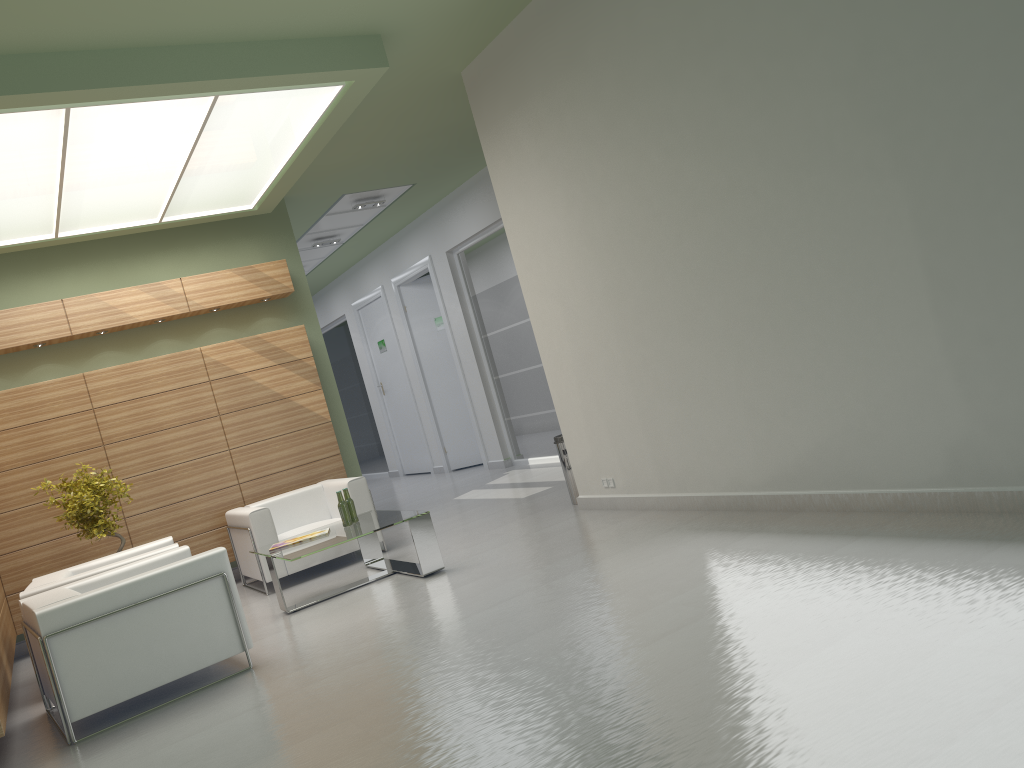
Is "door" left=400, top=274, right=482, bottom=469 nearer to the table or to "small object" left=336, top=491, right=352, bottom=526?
the table

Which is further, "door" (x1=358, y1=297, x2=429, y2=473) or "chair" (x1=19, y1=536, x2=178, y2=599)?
"door" (x1=358, y1=297, x2=429, y2=473)

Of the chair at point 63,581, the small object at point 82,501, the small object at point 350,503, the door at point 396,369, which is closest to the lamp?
the small object at point 82,501

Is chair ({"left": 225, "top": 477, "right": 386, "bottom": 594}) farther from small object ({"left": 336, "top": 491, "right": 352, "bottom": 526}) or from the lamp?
the lamp

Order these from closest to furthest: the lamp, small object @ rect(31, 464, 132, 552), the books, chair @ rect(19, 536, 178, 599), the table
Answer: the lamp
chair @ rect(19, 536, 178, 599)
the table
the books
small object @ rect(31, 464, 132, 552)

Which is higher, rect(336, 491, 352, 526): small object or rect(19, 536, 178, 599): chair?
rect(19, 536, 178, 599): chair

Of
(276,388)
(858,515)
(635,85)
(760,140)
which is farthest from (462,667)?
(276,388)

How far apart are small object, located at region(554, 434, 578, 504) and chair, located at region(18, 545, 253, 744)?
5.4 meters

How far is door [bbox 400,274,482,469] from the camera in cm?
2307

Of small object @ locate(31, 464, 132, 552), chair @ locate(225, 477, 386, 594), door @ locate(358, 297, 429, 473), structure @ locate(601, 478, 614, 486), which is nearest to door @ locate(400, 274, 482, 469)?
door @ locate(358, 297, 429, 473)
